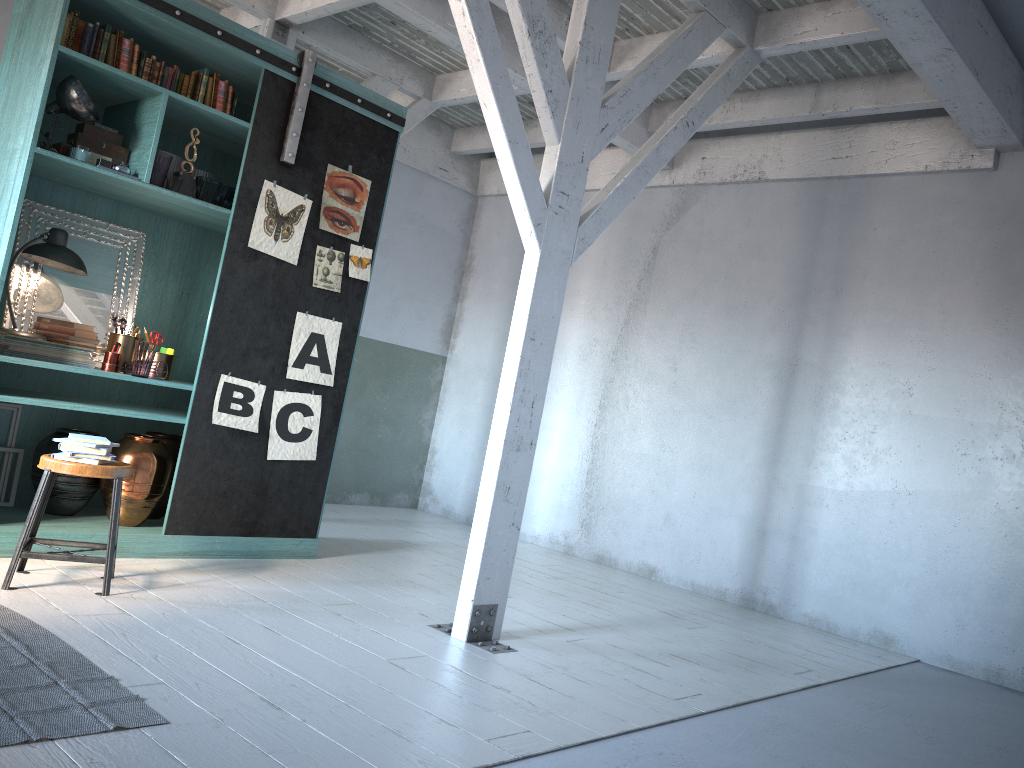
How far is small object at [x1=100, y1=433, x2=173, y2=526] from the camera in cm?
580

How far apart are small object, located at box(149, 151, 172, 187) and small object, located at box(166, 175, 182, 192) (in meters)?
0.04

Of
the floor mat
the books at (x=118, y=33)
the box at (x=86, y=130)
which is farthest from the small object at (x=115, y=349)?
the floor mat

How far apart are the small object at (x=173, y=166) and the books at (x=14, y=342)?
1.3 meters

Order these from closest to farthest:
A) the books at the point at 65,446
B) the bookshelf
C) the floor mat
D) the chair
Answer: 1. the floor mat
2. the chair
3. the books at the point at 65,446
4. the bookshelf

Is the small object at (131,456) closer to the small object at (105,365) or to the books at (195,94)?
the small object at (105,365)

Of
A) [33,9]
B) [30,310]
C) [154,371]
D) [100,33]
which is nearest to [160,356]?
[154,371]

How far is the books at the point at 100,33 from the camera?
5.4m

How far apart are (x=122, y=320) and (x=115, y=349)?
0.31m

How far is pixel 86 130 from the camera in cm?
557
